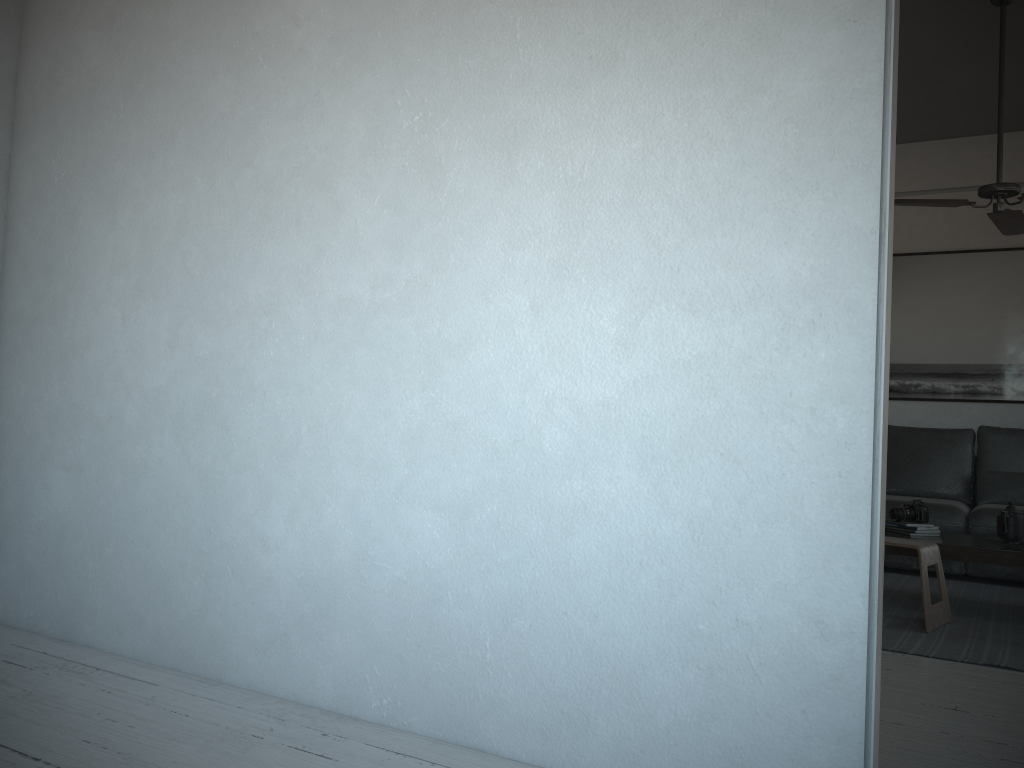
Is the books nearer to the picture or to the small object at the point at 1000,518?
the small object at the point at 1000,518

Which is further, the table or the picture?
the picture

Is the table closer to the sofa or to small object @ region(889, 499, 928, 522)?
small object @ region(889, 499, 928, 522)

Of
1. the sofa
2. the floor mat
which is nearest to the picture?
the sofa

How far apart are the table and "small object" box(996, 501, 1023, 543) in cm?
7

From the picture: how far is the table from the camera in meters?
3.8

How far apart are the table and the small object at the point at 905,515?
0.1m

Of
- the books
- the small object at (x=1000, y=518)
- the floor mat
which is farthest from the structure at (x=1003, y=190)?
the floor mat

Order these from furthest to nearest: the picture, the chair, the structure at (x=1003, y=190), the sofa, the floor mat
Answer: the picture, the sofa, the structure at (x=1003, y=190), the chair, the floor mat

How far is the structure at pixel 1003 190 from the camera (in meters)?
4.02
